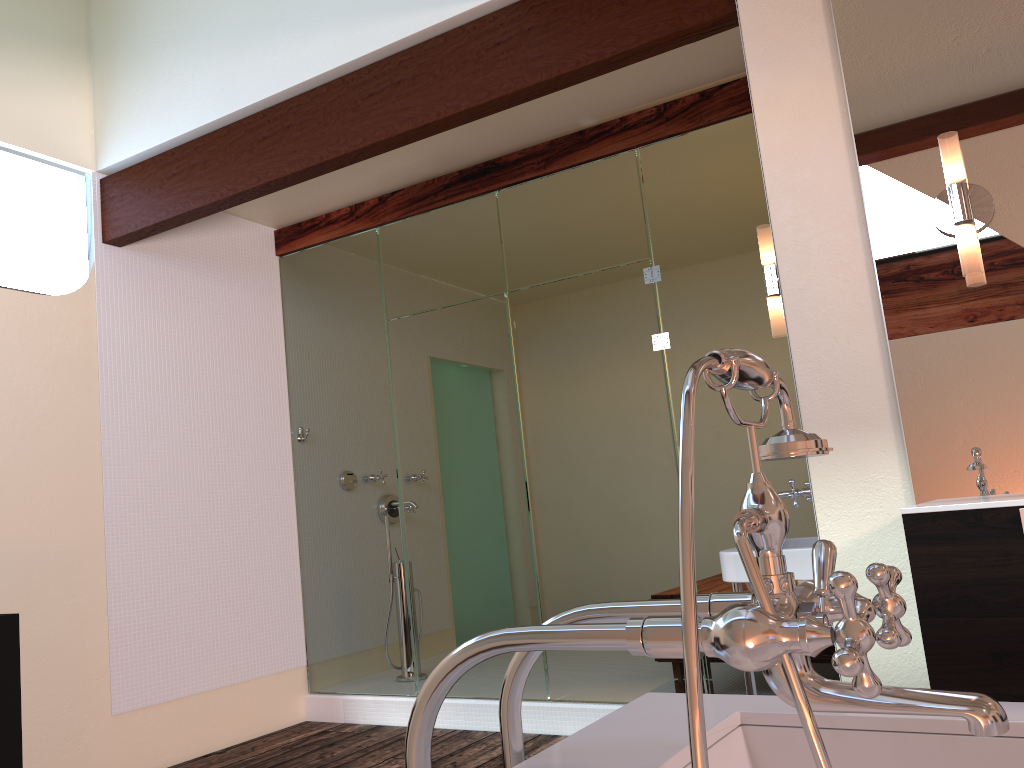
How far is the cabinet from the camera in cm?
163

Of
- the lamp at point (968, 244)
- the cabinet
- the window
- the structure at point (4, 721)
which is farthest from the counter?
the window

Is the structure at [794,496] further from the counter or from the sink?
the counter

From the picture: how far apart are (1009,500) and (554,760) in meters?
1.2

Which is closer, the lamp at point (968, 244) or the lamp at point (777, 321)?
the lamp at point (968, 244)

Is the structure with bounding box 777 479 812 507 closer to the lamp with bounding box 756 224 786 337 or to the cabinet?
the lamp with bounding box 756 224 786 337

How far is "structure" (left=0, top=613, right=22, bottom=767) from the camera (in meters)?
2.05

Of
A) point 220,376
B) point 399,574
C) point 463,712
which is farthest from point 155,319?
point 463,712

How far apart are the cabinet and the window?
3.3m

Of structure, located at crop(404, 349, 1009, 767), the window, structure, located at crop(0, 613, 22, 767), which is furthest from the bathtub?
the window
